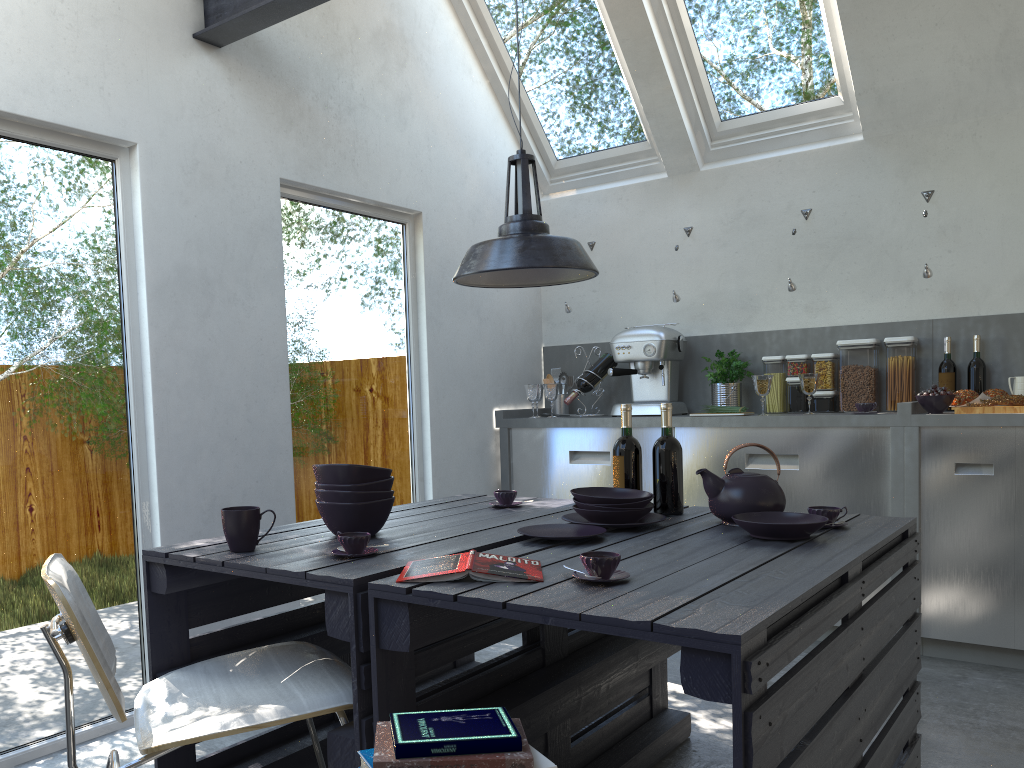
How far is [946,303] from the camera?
4.3 meters

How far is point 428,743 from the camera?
1.4m

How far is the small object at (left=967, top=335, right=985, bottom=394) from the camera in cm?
414

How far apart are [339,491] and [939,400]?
2.79m

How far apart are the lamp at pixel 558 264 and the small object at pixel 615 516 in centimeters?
68cm

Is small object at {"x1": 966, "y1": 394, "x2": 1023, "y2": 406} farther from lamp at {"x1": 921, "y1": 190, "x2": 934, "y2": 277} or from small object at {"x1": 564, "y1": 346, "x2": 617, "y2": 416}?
small object at {"x1": 564, "y1": 346, "x2": 617, "y2": 416}

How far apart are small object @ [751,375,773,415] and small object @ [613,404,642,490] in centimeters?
165cm

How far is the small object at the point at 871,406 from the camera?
4.1 meters

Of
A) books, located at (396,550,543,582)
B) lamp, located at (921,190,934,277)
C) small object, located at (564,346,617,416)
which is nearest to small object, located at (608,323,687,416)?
small object, located at (564,346,617,416)

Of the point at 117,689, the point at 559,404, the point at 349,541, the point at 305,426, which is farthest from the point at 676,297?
the point at 117,689
